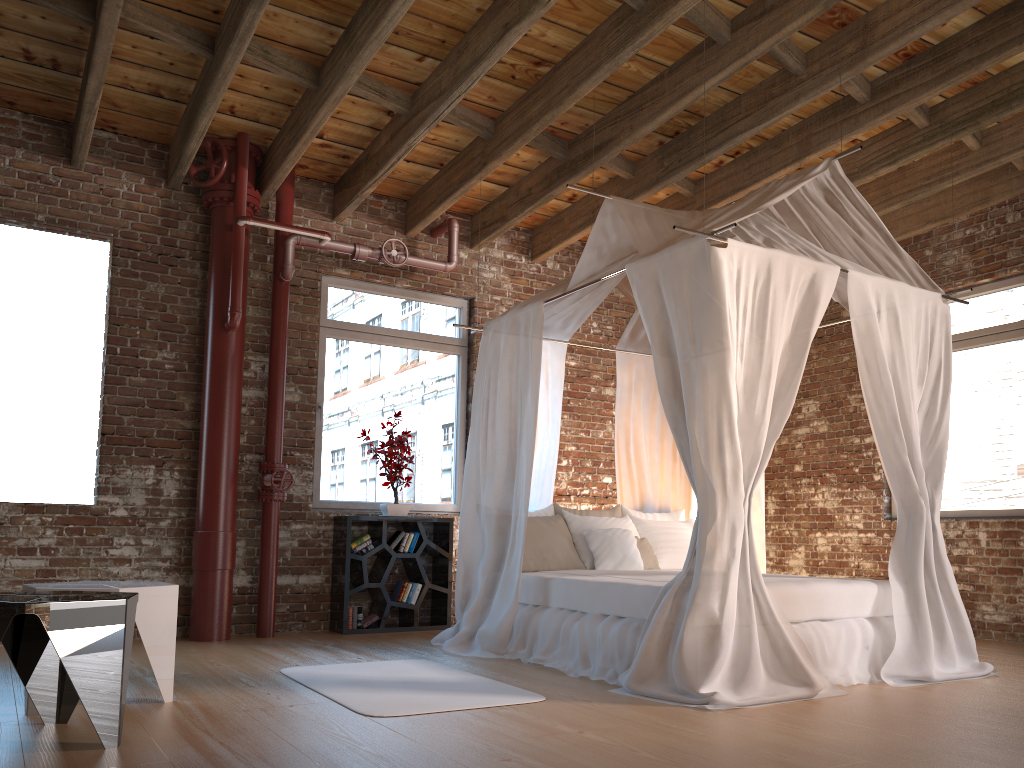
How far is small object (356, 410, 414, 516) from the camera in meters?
6.5 m

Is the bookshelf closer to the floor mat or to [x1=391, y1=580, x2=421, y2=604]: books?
[x1=391, y1=580, x2=421, y2=604]: books

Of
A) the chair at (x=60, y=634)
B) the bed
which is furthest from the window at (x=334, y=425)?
the chair at (x=60, y=634)

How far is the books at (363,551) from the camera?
6.4 meters

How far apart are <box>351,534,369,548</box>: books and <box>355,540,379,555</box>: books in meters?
0.1

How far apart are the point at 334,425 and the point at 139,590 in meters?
3.3 m

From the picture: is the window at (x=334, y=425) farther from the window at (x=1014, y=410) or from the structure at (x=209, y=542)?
the window at (x=1014, y=410)

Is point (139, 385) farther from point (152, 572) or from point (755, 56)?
point (755, 56)

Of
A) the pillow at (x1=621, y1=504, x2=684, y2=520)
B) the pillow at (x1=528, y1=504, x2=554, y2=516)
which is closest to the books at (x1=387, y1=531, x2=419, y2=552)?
the pillow at (x1=528, y1=504, x2=554, y2=516)

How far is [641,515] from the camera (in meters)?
6.37
